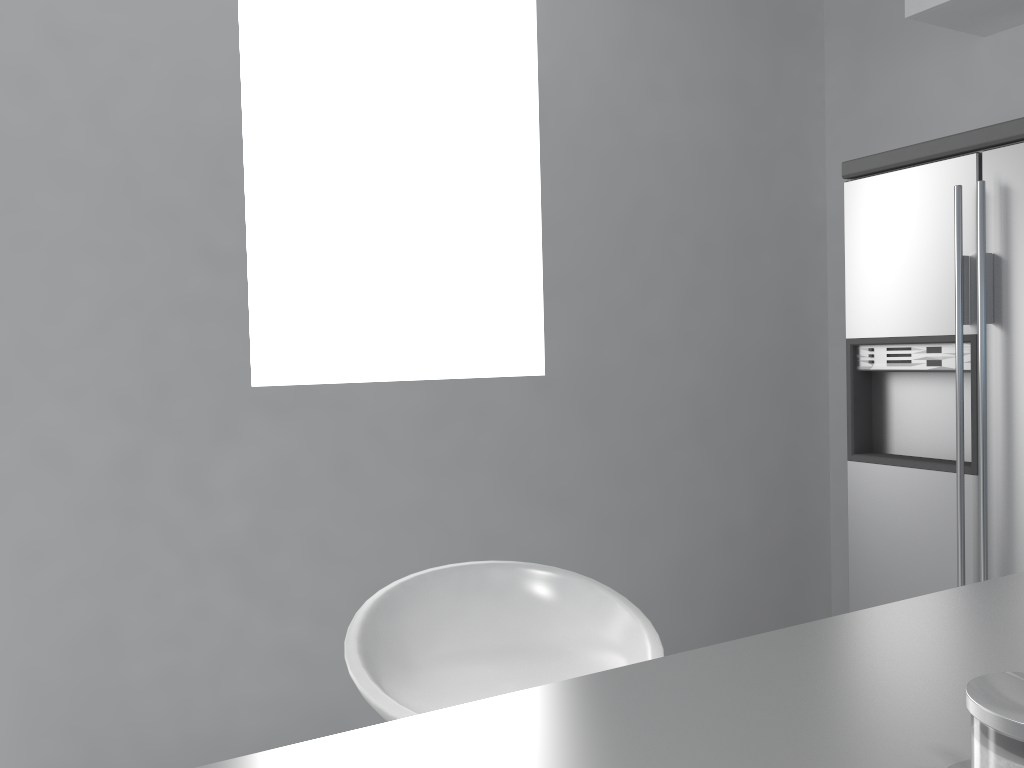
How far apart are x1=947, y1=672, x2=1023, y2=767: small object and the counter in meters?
0.0

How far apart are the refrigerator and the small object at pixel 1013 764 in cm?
208

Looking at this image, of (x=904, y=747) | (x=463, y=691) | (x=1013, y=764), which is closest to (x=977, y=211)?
(x=463, y=691)

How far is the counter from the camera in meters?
0.6

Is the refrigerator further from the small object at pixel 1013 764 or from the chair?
the small object at pixel 1013 764

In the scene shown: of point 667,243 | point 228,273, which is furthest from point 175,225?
point 667,243

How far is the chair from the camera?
1.25m

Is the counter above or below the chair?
above

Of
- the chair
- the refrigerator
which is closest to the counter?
the chair

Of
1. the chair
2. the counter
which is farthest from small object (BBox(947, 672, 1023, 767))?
the chair
